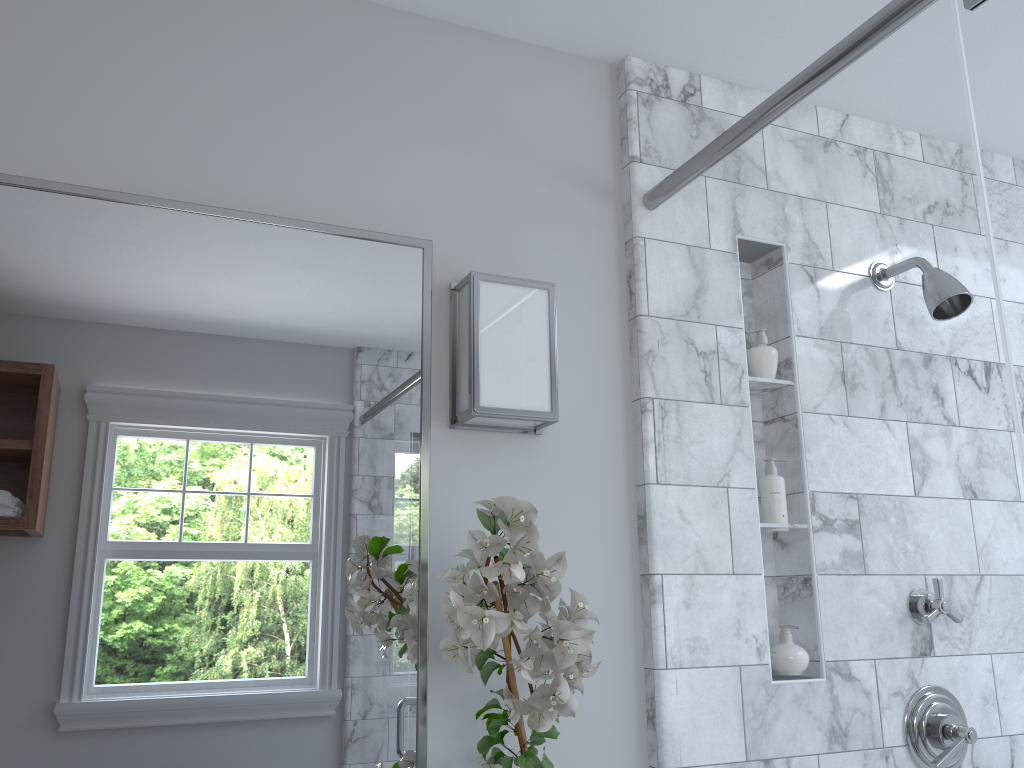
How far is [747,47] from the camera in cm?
181

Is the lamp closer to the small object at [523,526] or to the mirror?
the mirror

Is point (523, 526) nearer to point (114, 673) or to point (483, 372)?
point (483, 372)

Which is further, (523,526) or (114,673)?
(114,673)

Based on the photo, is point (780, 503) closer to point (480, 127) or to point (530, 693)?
point (480, 127)

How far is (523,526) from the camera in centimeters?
112cm

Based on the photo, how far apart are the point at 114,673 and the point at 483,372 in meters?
0.7 m

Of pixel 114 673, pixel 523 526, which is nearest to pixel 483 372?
pixel 523 526

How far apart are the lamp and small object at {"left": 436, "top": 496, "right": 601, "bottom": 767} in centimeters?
25cm

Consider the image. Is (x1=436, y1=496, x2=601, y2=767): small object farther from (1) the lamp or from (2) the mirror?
(1) the lamp
